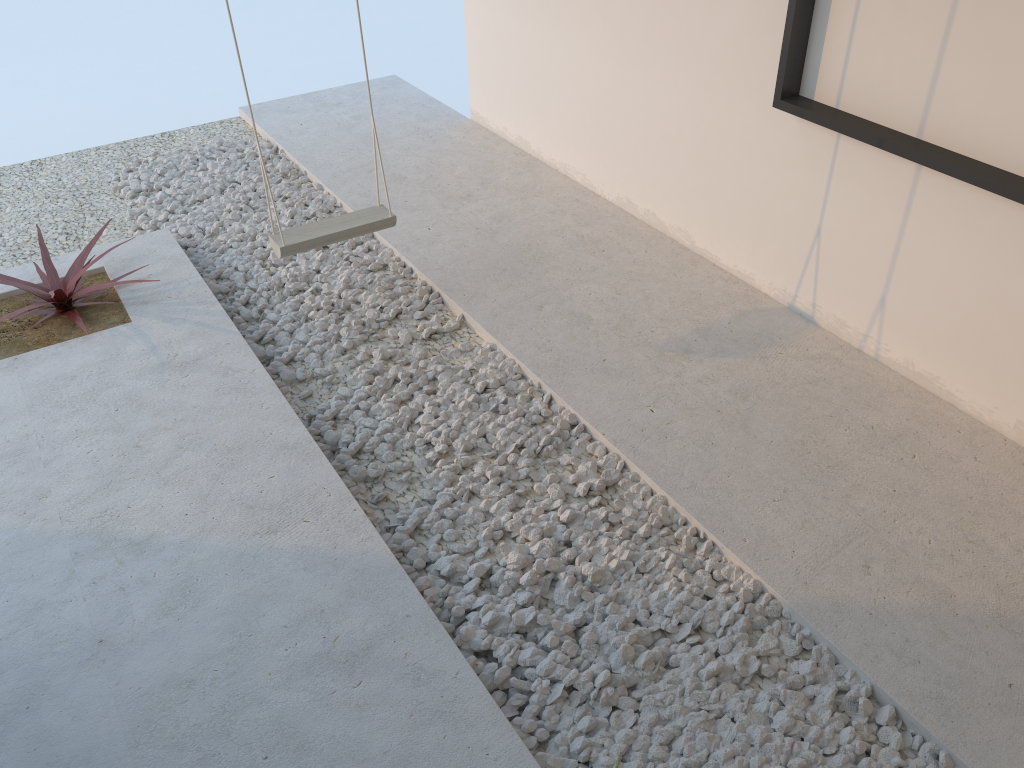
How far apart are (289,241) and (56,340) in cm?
→ 103

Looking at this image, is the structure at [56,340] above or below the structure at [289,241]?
below

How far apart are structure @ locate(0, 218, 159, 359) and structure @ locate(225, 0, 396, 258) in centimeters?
73cm

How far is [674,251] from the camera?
3.9 meters

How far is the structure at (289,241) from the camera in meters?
3.3 m

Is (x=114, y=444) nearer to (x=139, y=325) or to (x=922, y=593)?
(x=139, y=325)

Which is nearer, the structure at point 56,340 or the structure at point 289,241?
the structure at point 289,241

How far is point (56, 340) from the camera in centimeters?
343cm

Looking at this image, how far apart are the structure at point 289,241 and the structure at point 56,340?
0.7 meters

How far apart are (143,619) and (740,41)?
2.8 meters
